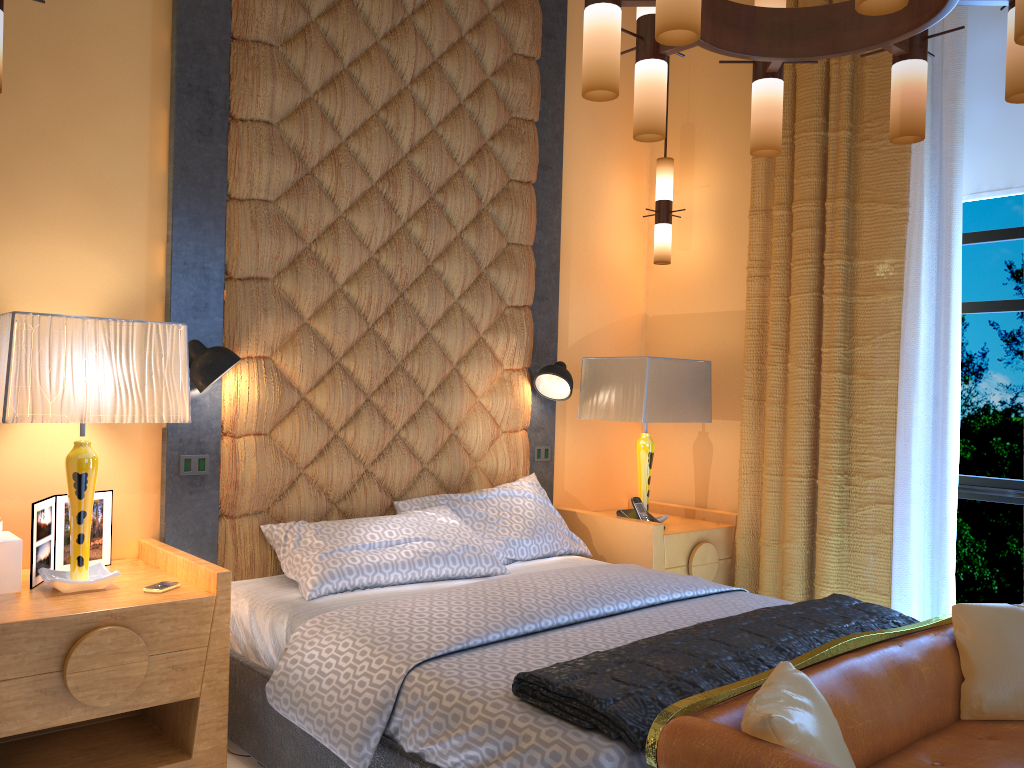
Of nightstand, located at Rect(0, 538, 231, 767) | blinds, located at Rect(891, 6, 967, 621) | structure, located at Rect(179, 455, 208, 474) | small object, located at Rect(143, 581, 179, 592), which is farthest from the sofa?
structure, located at Rect(179, 455, 208, 474)

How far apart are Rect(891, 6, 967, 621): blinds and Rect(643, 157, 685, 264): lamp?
1.21m

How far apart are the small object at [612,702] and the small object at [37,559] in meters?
1.5 m

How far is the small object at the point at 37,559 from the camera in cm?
265

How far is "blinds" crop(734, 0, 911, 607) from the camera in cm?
370

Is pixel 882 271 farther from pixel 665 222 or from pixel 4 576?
pixel 4 576

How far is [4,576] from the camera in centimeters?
255cm

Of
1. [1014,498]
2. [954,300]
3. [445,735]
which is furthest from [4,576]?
[1014,498]

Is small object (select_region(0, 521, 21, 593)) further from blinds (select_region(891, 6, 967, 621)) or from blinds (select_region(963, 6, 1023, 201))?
blinds (select_region(963, 6, 1023, 201))

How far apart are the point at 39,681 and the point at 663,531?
2.5m
